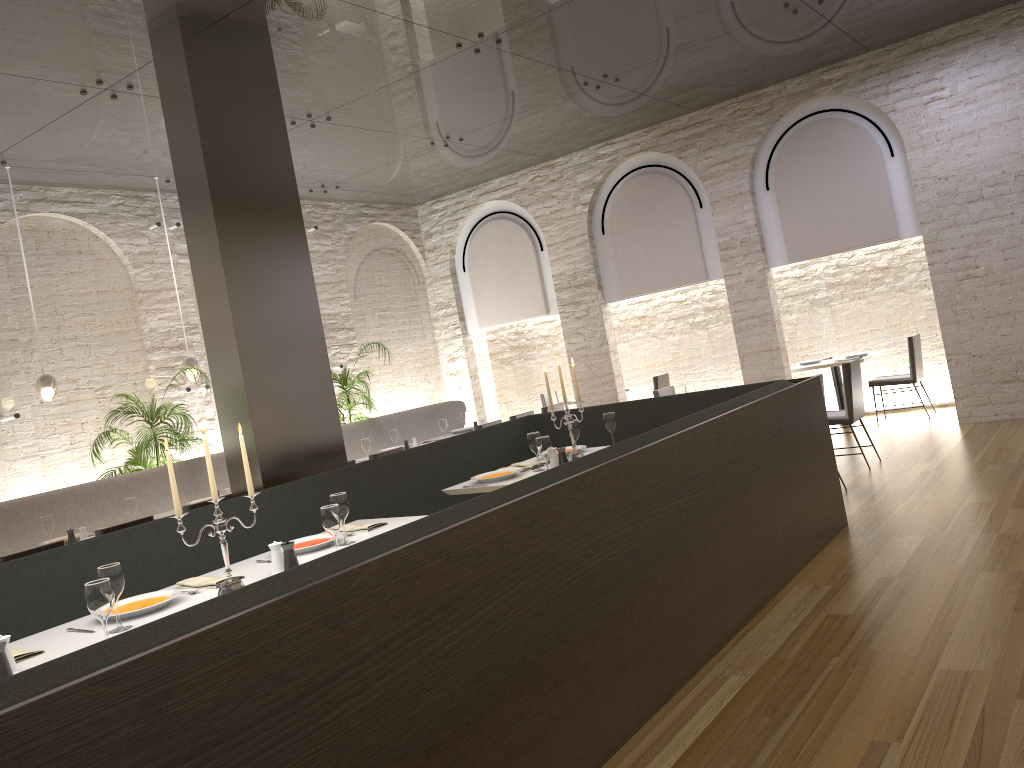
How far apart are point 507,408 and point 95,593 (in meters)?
7.14

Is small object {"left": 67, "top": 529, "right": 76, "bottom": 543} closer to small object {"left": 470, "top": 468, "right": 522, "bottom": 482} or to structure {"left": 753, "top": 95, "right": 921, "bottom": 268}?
Result: small object {"left": 470, "top": 468, "right": 522, "bottom": 482}

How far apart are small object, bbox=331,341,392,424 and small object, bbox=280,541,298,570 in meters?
6.4

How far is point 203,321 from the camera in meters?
5.5 m

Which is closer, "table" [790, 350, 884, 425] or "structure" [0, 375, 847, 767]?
"structure" [0, 375, 847, 767]

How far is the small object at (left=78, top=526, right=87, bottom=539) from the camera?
6.01m

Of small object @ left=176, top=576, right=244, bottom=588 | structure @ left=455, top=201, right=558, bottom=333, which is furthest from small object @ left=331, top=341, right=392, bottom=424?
small object @ left=176, top=576, right=244, bottom=588

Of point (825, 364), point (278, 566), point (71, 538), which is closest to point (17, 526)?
point (71, 538)

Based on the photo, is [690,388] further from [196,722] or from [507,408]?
[196,722]

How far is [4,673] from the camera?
2.7 meters
